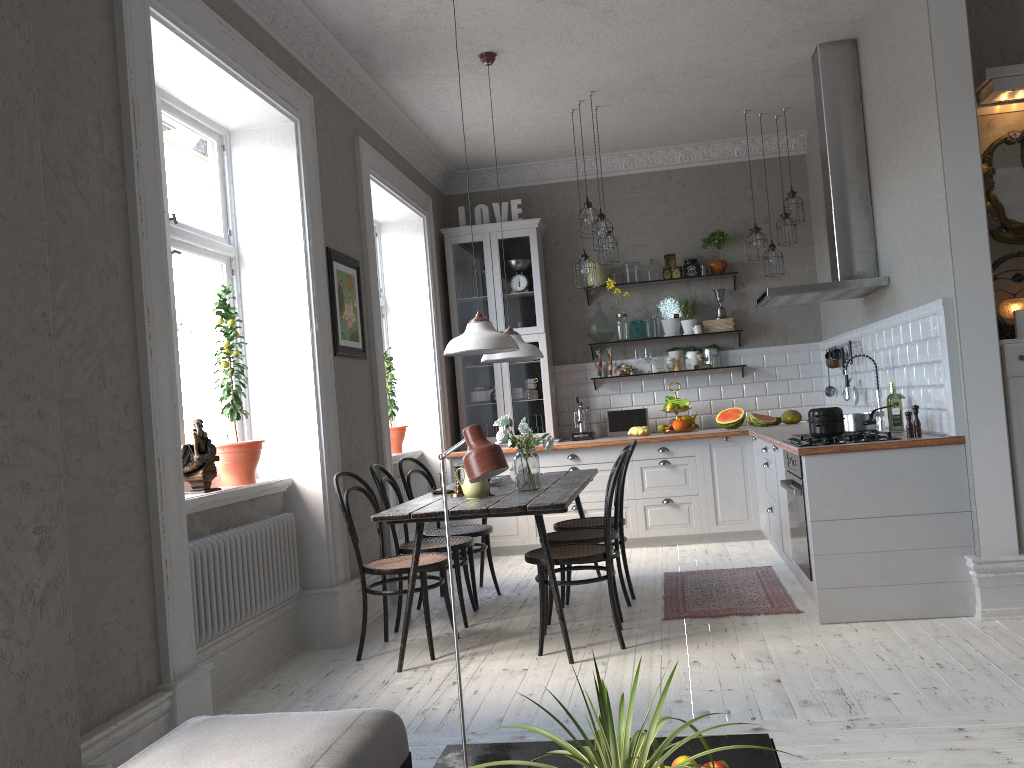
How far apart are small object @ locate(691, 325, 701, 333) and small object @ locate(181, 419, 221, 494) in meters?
4.5

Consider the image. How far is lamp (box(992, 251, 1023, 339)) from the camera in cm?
428

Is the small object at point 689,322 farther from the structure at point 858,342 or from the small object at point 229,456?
the small object at point 229,456

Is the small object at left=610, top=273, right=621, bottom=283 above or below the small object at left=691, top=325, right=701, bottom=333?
above

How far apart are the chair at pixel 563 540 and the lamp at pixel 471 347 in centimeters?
105cm

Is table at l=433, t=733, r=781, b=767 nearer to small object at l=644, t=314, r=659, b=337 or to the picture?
the picture

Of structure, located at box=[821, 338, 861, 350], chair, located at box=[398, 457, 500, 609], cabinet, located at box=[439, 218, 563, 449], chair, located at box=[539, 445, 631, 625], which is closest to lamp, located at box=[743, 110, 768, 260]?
structure, located at box=[821, 338, 861, 350]

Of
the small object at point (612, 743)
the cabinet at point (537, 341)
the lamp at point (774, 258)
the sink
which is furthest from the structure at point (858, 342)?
the small object at point (612, 743)

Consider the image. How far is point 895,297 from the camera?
5.1 meters

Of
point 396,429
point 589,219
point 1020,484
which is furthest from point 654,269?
point 1020,484
